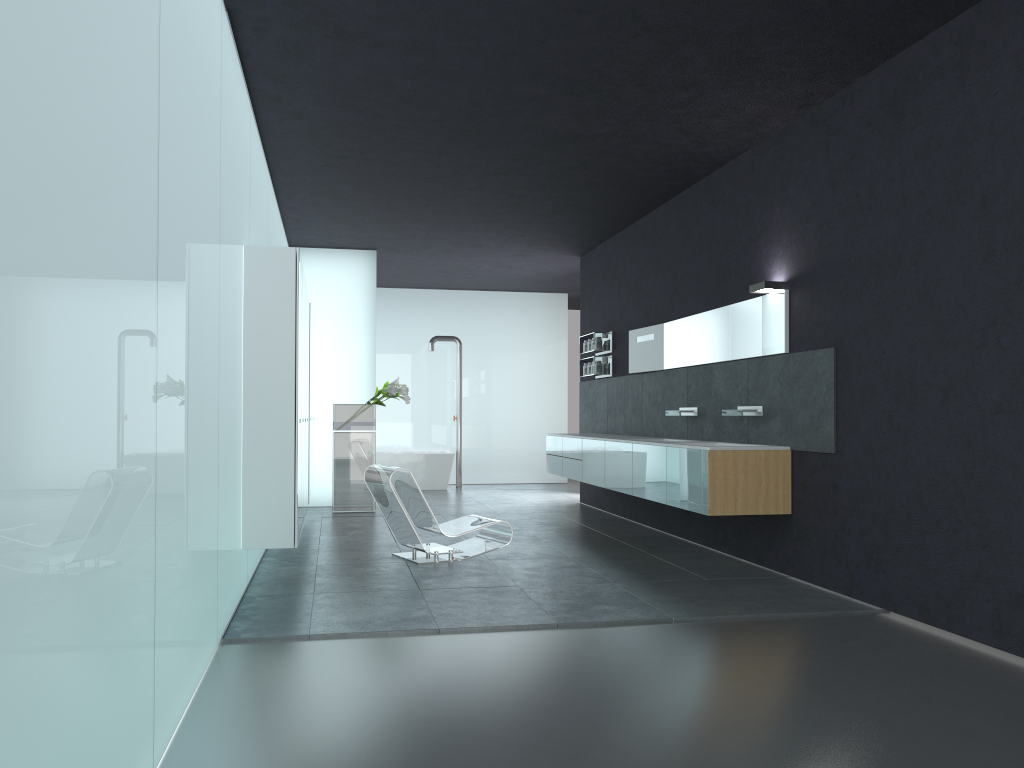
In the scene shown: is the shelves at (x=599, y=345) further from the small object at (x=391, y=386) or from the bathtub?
the bathtub

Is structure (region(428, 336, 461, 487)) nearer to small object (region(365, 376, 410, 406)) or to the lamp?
small object (region(365, 376, 410, 406))

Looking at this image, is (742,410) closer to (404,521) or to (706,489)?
(706,489)

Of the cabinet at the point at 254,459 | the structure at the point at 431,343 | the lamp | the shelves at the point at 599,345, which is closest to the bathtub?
the structure at the point at 431,343

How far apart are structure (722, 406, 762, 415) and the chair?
2.4 meters

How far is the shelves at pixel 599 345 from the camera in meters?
12.1

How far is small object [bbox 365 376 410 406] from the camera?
12.1m

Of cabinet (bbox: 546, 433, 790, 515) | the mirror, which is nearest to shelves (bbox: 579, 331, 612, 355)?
the mirror

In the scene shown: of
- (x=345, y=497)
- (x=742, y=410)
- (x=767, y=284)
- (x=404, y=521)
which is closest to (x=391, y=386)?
(x=345, y=497)

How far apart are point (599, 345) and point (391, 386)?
2.9m
